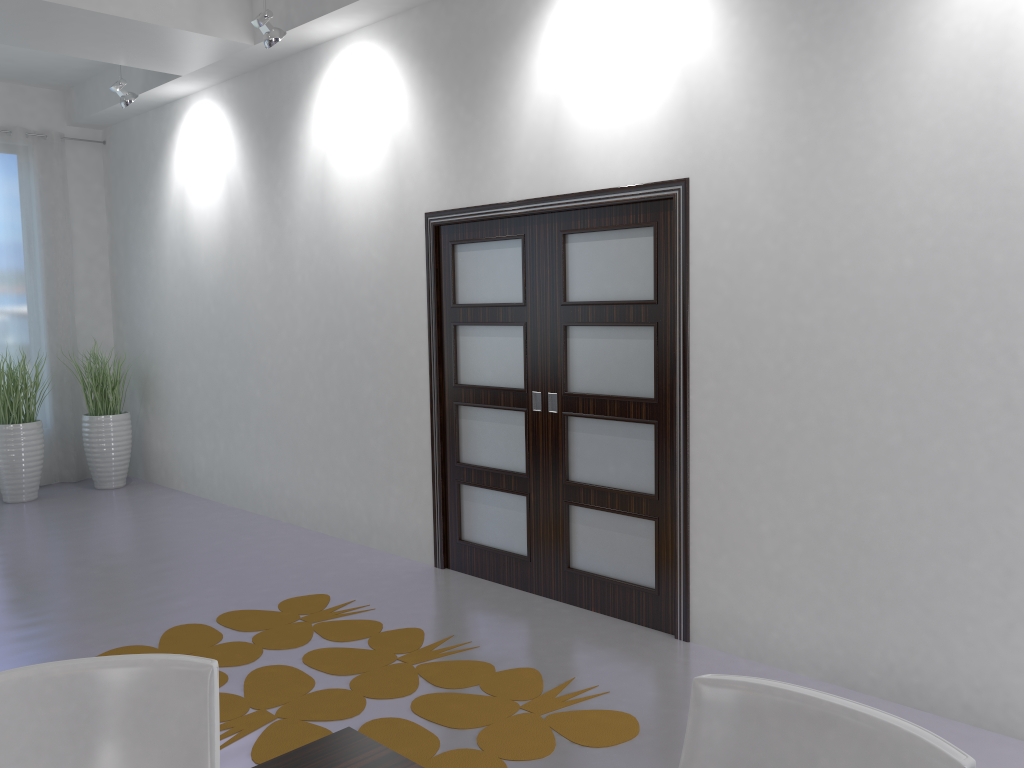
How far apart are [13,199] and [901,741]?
8.1m

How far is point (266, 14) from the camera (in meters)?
4.91

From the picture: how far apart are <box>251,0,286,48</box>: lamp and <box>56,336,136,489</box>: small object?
3.7 meters

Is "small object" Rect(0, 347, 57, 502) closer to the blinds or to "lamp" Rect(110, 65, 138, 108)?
the blinds

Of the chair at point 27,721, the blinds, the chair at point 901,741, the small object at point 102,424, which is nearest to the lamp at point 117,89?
the blinds

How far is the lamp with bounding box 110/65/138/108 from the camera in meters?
6.3 m

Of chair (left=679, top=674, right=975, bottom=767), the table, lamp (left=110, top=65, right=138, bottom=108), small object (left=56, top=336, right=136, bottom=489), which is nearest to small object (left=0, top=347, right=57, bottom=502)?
small object (left=56, top=336, right=136, bottom=489)

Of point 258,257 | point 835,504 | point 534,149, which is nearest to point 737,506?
point 835,504

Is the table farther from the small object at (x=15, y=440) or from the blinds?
the blinds

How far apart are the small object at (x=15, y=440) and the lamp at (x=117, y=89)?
2.4 meters
